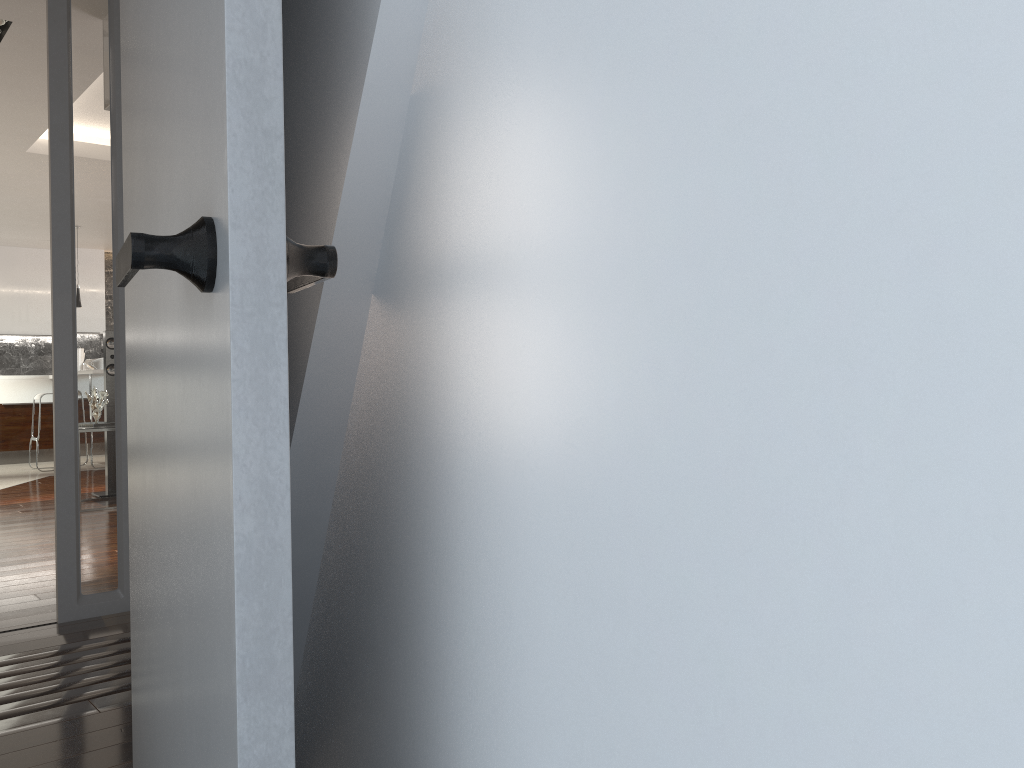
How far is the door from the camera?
0.7m

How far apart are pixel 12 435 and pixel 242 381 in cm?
1129

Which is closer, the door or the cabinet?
the door

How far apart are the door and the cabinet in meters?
10.4

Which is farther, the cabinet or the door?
the cabinet

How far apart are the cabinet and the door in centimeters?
1037cm

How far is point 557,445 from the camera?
0.6 meters

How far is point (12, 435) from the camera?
10.4 meters

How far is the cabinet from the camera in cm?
1040

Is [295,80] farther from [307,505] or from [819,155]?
[819,155]
